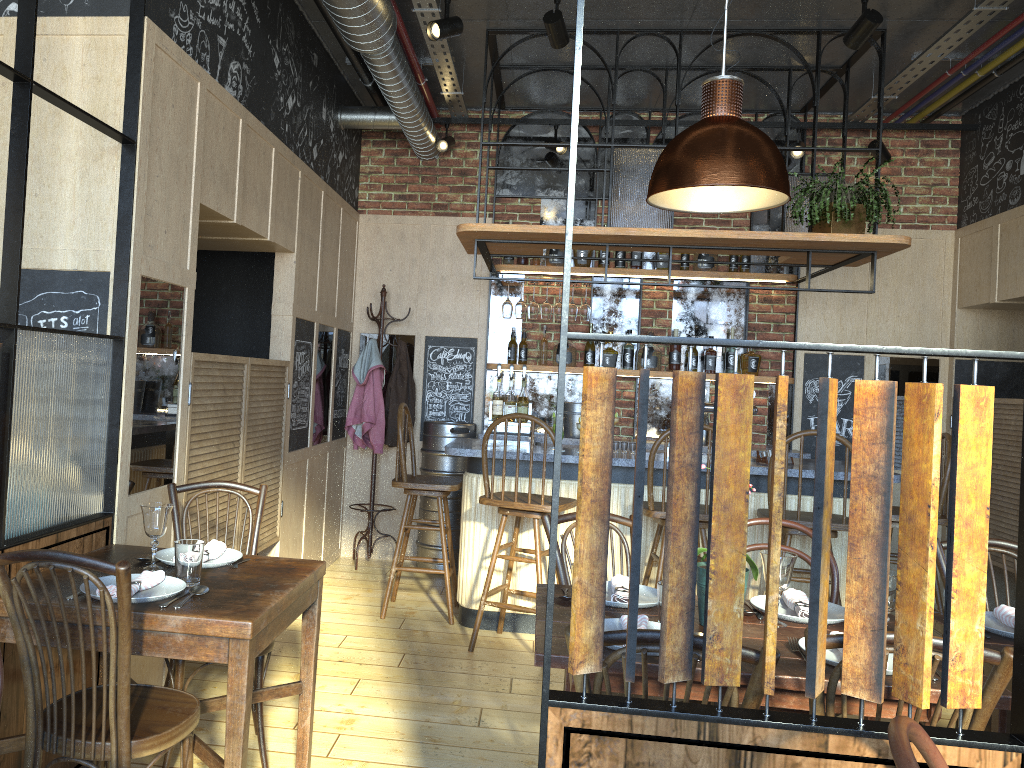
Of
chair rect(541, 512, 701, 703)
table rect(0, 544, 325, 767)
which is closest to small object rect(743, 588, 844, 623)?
chair rect(541, 512, 701, 703)

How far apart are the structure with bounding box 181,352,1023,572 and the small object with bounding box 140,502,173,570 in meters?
0.9

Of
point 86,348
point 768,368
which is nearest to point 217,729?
point 86,348

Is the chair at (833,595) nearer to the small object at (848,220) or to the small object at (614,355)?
the small object at (848,220)

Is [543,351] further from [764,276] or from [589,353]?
[764,276]

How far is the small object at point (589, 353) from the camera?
6.24m

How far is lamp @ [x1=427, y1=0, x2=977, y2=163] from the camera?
3.97m

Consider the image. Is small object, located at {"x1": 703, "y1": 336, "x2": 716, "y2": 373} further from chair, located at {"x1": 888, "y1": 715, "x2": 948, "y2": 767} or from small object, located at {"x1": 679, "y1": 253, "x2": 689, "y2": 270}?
chair, located at {"x1": 888, "y1": 715, "x2": 948, "y2": 767}

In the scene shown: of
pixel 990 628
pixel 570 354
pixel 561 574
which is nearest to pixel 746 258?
pixel 570 354

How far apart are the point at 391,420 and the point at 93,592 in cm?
389
